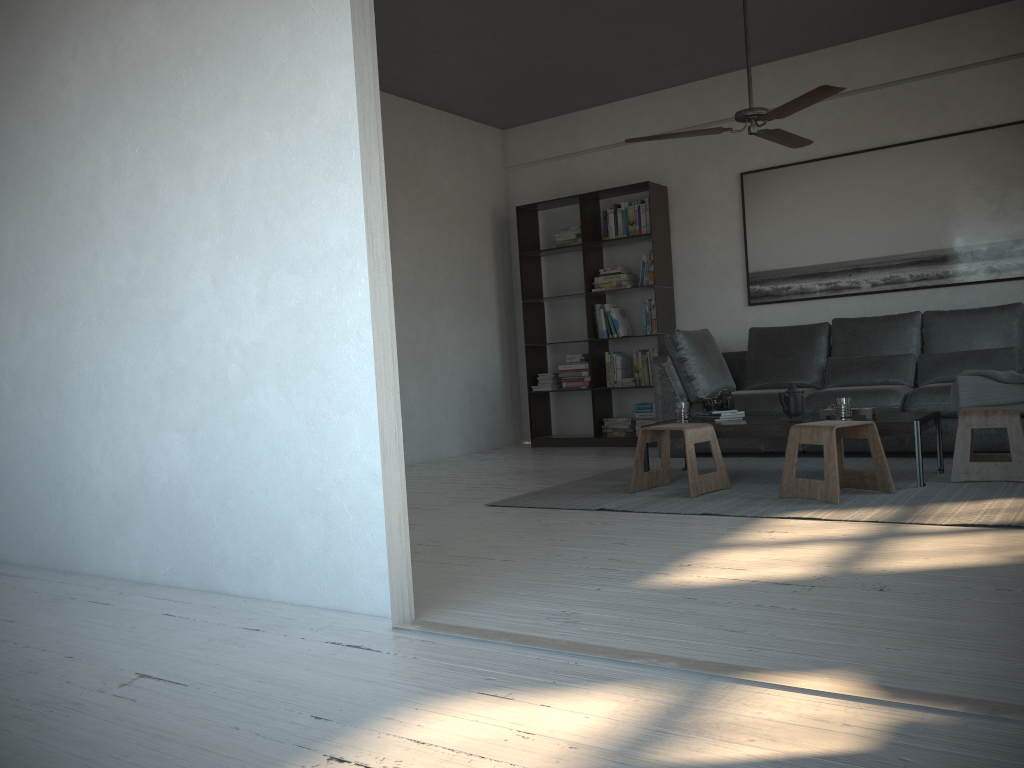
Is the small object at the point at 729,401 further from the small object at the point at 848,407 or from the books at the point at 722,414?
the small object at the point at 848,407

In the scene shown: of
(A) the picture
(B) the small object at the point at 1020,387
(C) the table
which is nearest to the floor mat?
(C) the table

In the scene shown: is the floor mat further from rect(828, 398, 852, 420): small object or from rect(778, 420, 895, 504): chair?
rect(828, 398, 852, 420): small object

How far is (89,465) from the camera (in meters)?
3.40

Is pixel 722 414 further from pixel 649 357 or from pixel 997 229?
pixel 997 229

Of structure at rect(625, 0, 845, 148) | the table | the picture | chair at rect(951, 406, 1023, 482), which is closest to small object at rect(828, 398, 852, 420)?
the table

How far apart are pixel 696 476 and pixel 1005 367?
2.4m

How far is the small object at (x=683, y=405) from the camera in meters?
5.0

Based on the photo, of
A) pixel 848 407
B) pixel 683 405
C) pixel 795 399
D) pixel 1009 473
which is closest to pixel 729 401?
pixel 683 405

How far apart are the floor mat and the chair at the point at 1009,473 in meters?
0.0
